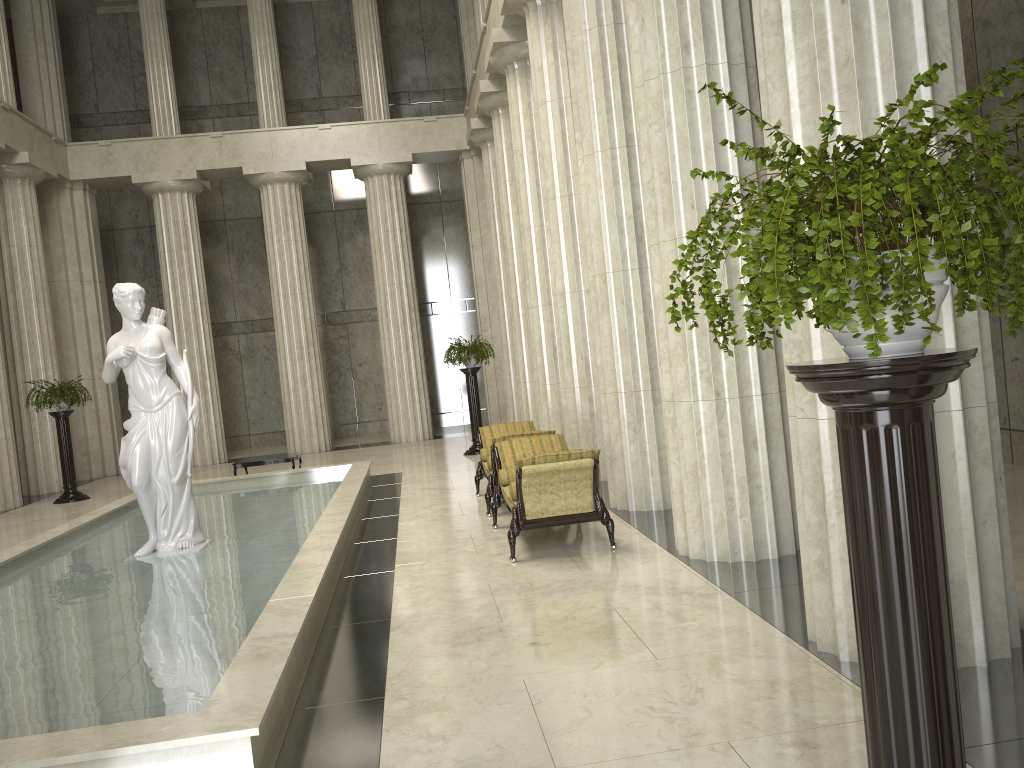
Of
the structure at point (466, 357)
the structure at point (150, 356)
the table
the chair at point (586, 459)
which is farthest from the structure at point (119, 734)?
the structure at point (466, 357)

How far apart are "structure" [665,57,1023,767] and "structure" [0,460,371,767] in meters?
2.7 m

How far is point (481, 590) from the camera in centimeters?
709cm

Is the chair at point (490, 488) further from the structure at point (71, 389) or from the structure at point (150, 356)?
the structure at point (71, 389)

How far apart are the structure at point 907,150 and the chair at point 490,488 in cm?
759

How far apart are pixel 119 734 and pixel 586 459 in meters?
4.6 m

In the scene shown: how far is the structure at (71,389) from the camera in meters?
16.6 m

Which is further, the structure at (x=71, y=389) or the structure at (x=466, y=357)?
the structure at (x=466, y=357)

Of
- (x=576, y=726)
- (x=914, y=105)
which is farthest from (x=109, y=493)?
(x=914, y=105)

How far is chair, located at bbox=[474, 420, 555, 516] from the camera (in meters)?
10.36
